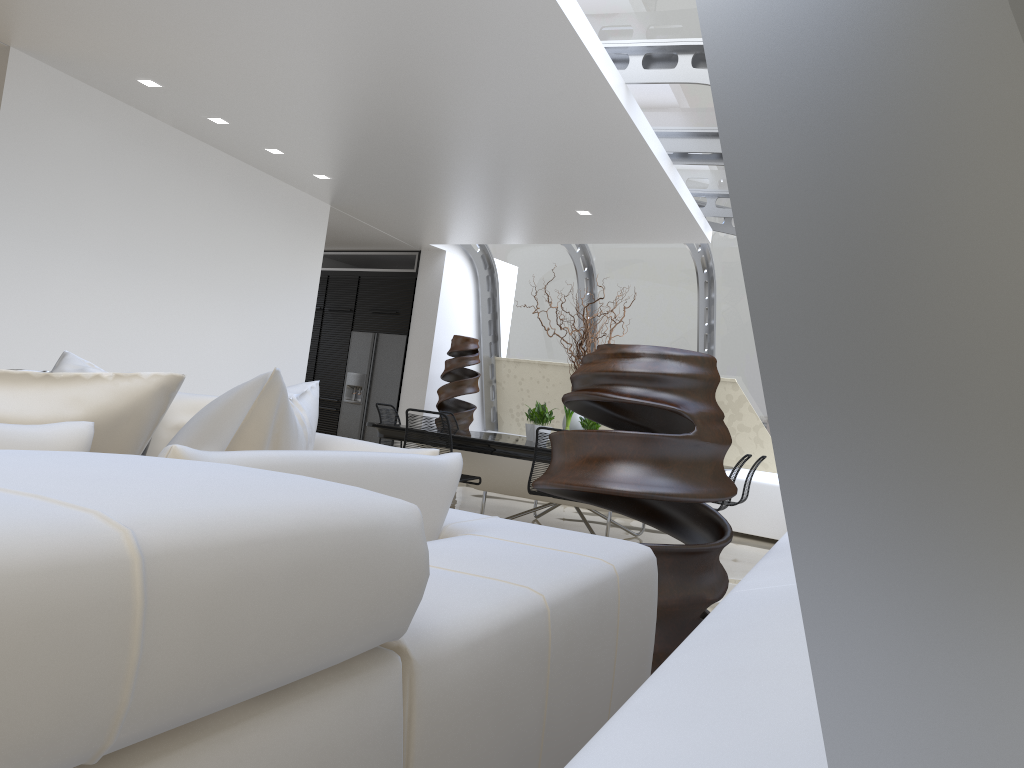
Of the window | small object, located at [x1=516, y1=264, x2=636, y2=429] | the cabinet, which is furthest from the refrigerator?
small object, located at [x1=516, y1=264, x2=636, y2=429]

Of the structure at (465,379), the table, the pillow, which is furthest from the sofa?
the structure at (465,379)

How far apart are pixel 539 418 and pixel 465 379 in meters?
2.9

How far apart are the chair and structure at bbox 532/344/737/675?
3.3m

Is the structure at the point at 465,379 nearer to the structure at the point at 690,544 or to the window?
the window

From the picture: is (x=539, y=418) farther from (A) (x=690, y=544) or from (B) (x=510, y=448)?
(A) (x=690, y=544)

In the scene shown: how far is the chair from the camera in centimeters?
648cm

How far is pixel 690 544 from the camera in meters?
2.6 m

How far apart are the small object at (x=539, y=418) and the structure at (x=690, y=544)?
4.4m

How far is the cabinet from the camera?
11.47m
